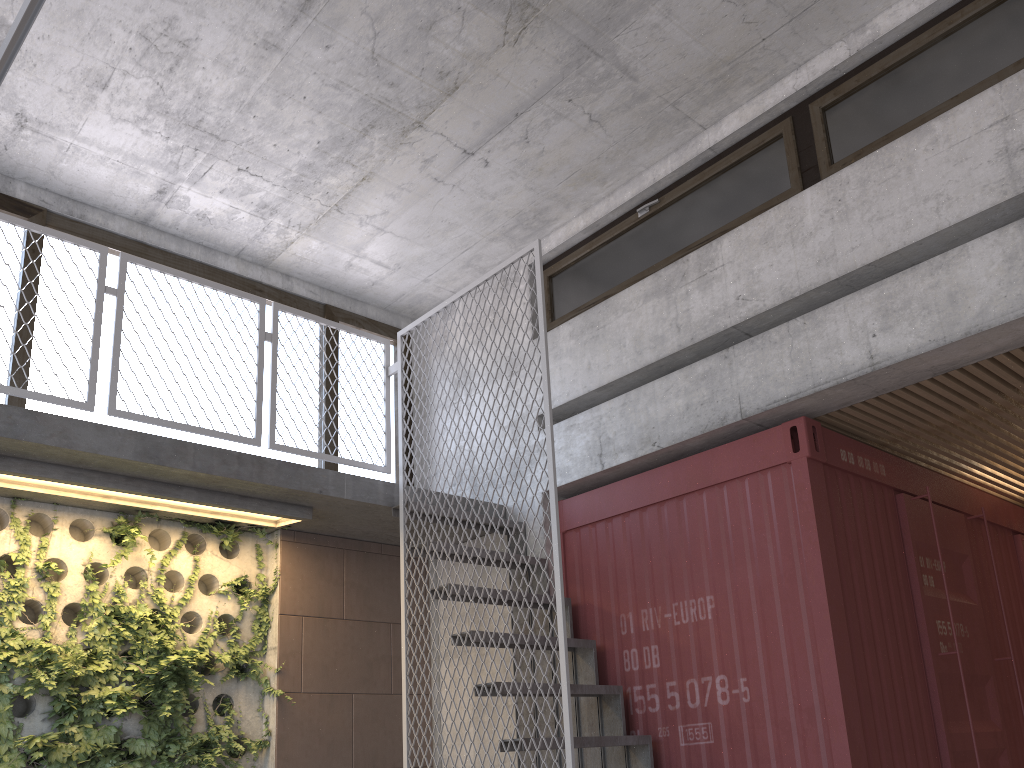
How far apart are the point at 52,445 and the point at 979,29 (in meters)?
5.03

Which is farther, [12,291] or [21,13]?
[12,291]

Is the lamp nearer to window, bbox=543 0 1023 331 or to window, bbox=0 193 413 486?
window, bbox=0 193 413 486

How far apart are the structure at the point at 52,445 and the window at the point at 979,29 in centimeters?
110cm

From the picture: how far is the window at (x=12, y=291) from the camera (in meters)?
5.38

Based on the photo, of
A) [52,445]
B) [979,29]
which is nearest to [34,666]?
[52,445]

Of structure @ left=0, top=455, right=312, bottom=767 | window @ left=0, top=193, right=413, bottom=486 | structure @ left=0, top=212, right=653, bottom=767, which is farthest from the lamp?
window @ left=0, top=193, right=413, bottom=486

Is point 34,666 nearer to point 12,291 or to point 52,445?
point 52,445

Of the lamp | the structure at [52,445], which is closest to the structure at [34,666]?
the structure at [52,445]

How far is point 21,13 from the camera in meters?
1.7
